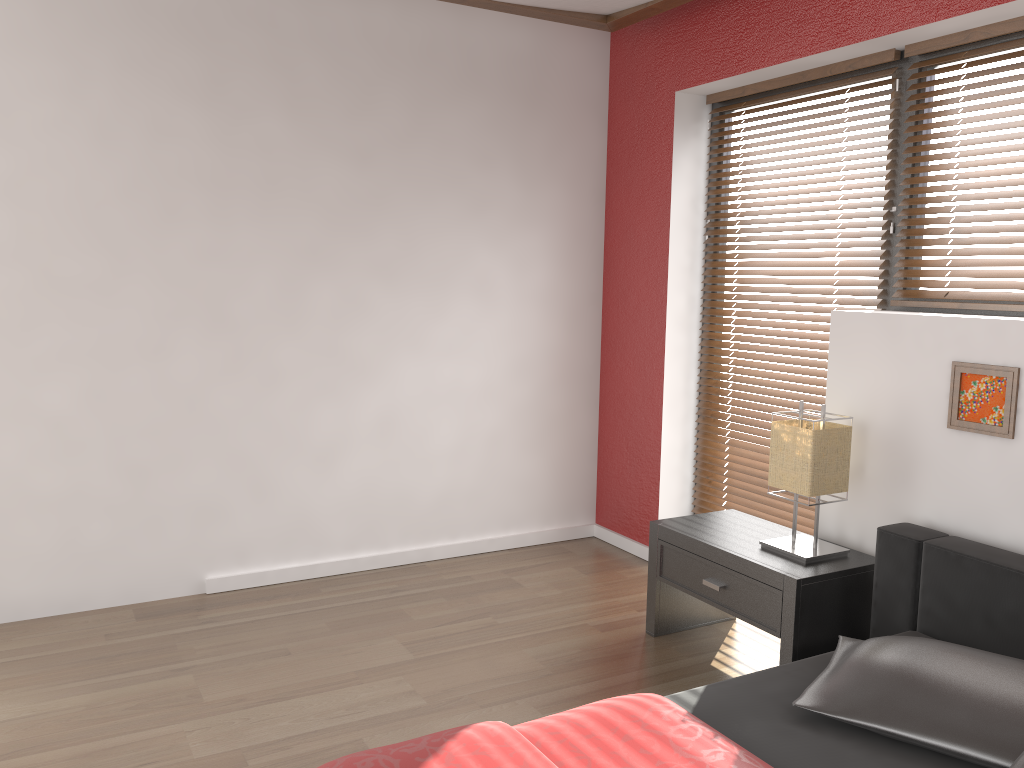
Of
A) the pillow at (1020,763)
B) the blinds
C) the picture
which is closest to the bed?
the pillow at (1020,763)

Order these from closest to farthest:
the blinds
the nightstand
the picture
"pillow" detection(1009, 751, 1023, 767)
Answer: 1. "pillow" detection(1009, 751, 1023, 767)
2. the picture
3. the nightstand
4. the blinds

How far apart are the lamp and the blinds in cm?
51

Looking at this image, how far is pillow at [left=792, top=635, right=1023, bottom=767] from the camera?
1.8 meters

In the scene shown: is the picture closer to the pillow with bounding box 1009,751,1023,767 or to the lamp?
the lamp

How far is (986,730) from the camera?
1.81m

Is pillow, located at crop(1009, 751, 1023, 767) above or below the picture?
below

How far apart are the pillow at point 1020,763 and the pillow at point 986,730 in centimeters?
4cm

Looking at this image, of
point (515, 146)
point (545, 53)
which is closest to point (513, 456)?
point (515, 146)

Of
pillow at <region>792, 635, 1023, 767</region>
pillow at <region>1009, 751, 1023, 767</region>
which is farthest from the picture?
pillow at <region>1009, 751, 1023, 767</region>
